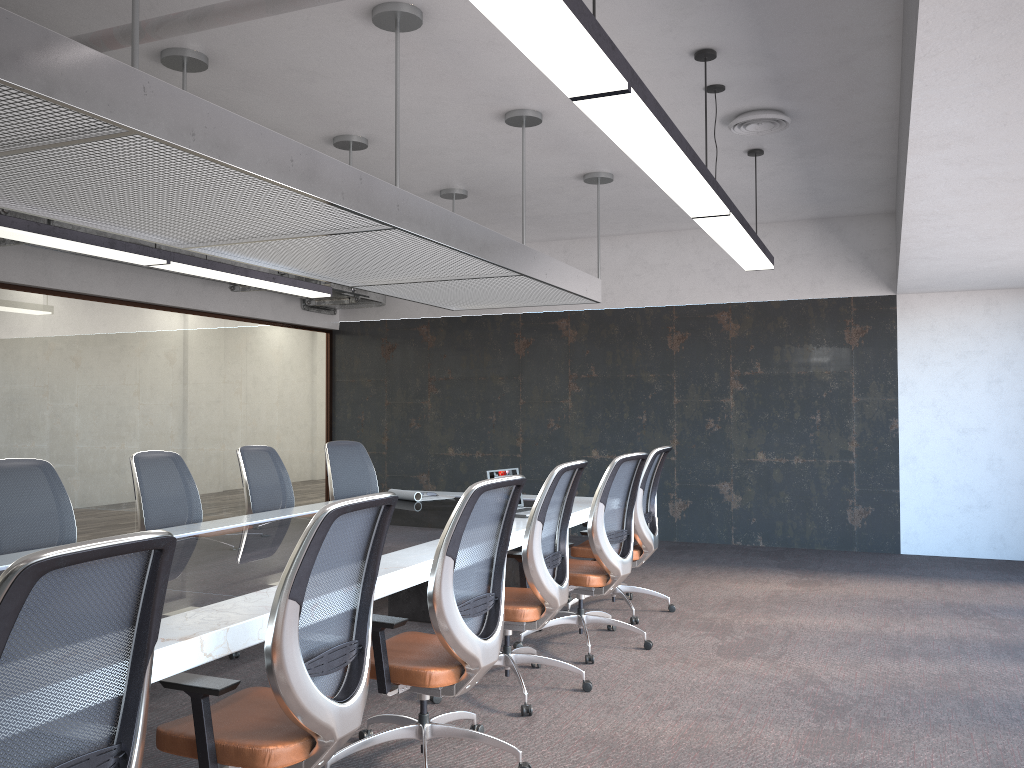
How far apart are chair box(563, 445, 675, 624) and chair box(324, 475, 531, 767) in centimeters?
220cm

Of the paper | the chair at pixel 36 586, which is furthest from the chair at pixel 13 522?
the chair at pixel 36 586

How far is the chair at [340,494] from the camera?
7.1 meters

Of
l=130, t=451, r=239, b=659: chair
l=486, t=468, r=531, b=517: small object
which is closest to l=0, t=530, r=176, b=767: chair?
l=130, t=451, r=239, b=659: chair

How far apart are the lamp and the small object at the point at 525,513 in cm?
196

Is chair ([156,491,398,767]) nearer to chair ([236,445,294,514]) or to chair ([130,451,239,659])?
chair ([130,451,239,659])

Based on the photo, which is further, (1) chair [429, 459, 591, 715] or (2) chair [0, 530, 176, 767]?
(1) chair [429, 459, 591, 715]

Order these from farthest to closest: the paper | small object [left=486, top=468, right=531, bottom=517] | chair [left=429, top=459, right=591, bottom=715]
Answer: the paper < small object [left=486, top=468, right=531, bottom=517] < chair [left=429, top=459, right=591, bottom=715]

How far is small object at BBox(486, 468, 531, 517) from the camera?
5.5 meters

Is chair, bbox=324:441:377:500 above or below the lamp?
below
